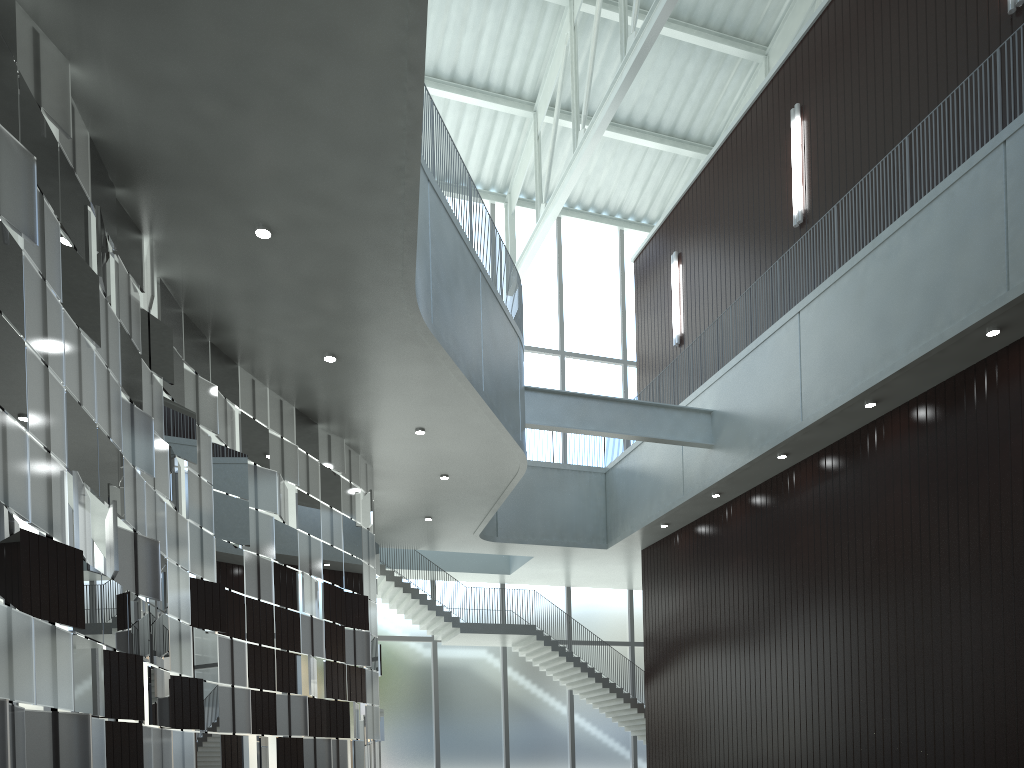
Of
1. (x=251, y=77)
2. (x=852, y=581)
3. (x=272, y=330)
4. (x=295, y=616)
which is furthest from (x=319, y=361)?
(x=852, y=581)
